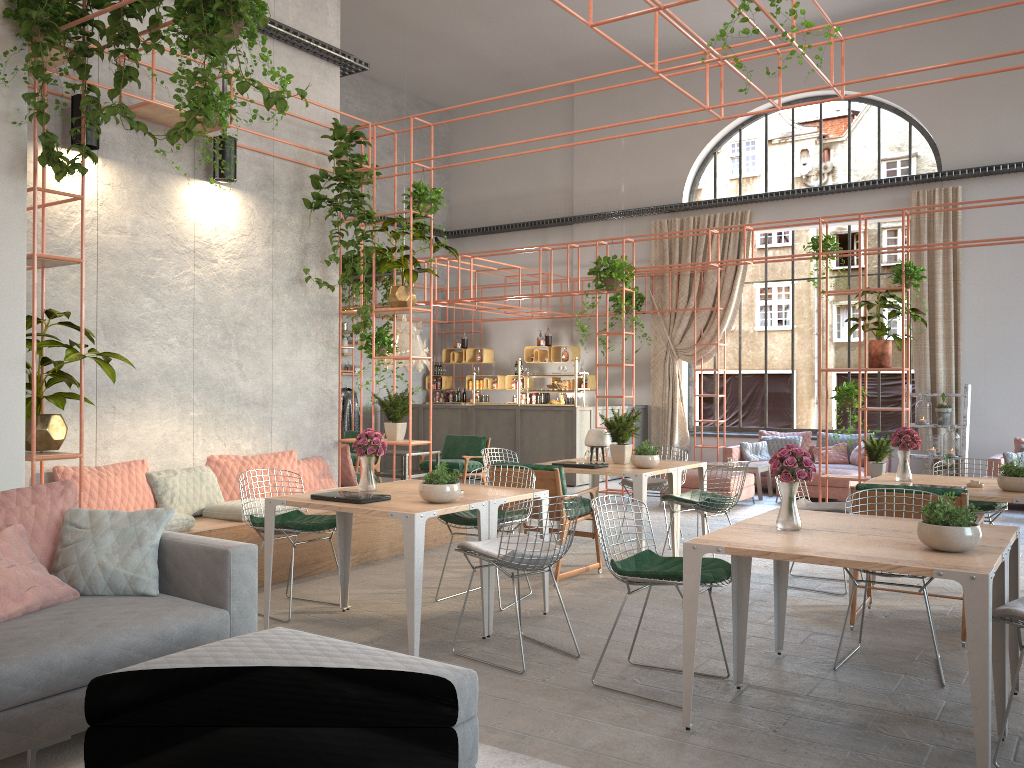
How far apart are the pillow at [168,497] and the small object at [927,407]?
9.8m

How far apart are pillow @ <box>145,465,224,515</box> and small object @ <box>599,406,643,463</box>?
3.4 meters

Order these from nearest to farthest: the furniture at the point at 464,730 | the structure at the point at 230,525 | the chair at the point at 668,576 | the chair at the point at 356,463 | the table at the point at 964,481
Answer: the furniture at the point at 464,730
the chair at the point at 668,576
the structure at the point at 230,525
the table at the point at 964,481
the chair at the point at 356,463

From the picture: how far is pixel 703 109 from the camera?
6.6 meters

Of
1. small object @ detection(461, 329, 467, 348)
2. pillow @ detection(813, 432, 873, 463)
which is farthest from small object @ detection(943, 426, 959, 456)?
small object @ detection(461, 329, 467, 348)

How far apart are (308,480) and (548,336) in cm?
876

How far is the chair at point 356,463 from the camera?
11.64m

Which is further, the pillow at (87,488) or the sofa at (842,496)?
the sofa at (842,496)

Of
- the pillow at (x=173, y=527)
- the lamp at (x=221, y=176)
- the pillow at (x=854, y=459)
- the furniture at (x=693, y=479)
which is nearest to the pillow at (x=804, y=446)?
the pillow at (x=854, y=459)

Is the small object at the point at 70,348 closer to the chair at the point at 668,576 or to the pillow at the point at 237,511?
the pillow at the point at 237,511
